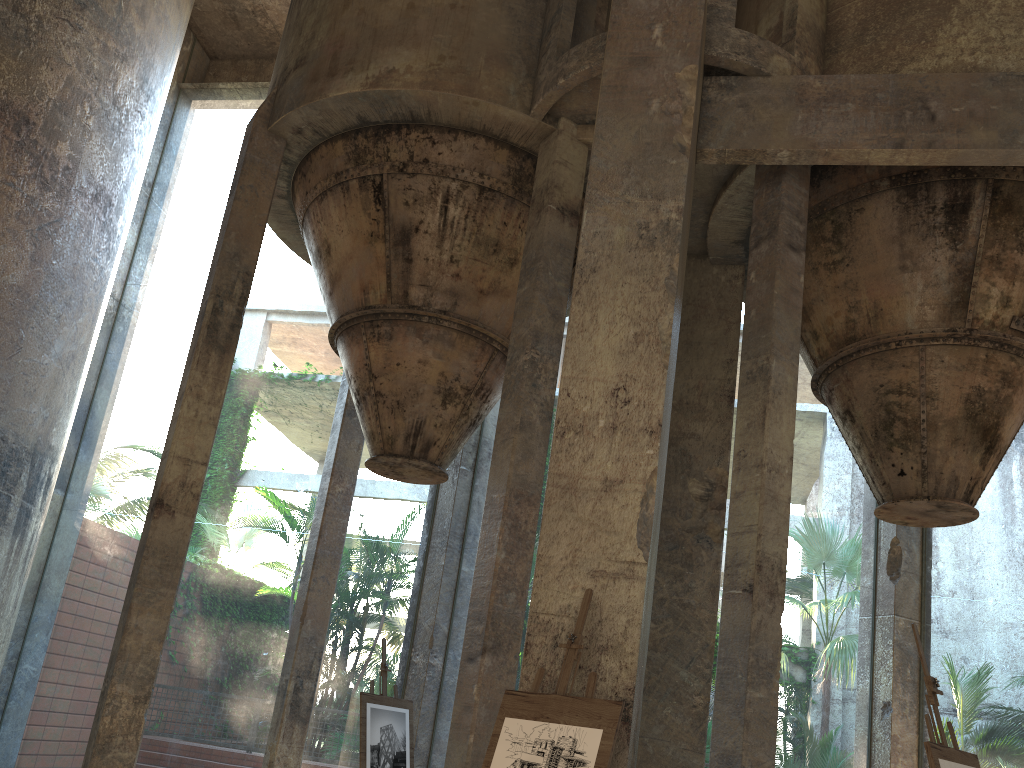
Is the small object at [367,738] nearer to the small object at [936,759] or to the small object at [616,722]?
the small object at [616,722]

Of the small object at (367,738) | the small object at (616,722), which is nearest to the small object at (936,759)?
the small object at (616,722)

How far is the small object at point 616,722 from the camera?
3.9m

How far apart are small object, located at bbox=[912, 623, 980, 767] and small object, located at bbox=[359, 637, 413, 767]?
5.35m

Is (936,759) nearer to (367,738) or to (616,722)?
(616,722)

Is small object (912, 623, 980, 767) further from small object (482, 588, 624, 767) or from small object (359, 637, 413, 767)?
small object (359, 637, 413, 767)

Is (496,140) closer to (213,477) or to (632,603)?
(632,603)

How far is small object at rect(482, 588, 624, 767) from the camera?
3.9m

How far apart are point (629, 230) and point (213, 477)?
40.83m

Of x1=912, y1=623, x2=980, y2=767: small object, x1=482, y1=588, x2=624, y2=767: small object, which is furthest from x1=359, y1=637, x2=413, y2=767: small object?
x1=912, y1=623, x2=980, y2=767: small object
